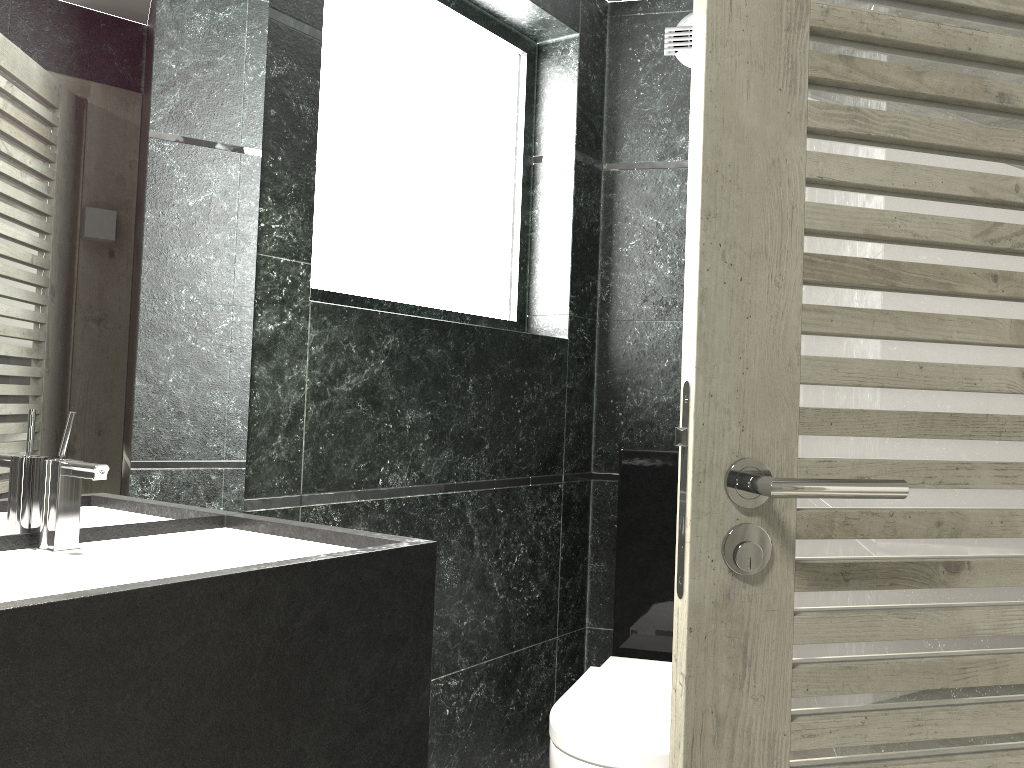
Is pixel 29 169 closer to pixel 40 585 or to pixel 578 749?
pixel 40 585

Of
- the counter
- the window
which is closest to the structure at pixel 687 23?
the window

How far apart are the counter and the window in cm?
72

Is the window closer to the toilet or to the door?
the toilet

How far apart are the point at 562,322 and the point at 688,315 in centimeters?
A: 196cm

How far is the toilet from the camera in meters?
2.0 m

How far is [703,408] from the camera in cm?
105

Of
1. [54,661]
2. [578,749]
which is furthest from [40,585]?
[578,749]

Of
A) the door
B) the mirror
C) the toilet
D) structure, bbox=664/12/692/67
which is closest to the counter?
the mirror

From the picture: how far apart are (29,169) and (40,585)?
0.8 meters
